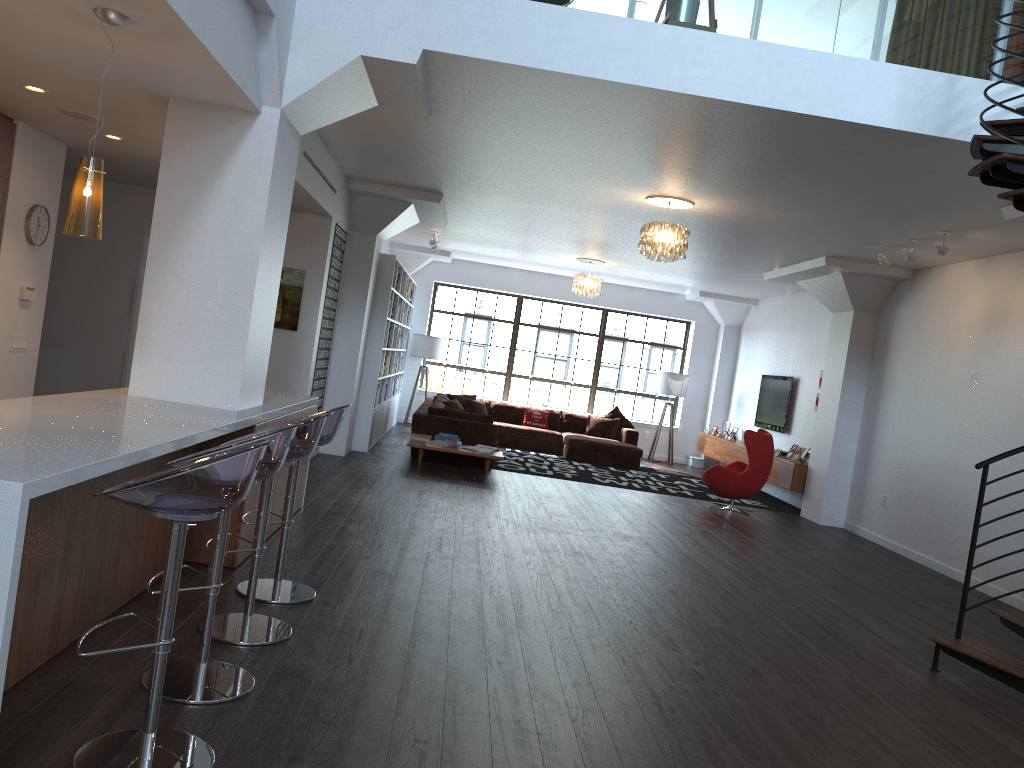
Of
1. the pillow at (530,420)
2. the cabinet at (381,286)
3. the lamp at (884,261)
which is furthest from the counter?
the pillow at (530,420)

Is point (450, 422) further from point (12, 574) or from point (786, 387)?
point (12, 574)

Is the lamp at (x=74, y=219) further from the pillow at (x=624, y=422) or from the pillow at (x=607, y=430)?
the pillow at (x=624, y=422)

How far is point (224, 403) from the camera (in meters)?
4.90

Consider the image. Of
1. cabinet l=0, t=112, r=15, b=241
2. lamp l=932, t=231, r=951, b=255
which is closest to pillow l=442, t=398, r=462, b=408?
lamp l=932, t=231, r=951, b=255

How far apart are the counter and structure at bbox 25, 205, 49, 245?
2.1 meters

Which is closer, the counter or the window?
the counter

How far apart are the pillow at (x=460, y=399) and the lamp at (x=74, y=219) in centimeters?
1093cm

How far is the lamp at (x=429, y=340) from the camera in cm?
1506

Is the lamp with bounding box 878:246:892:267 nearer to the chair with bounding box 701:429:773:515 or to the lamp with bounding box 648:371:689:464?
the chair with bounding box 701:429:773:515
